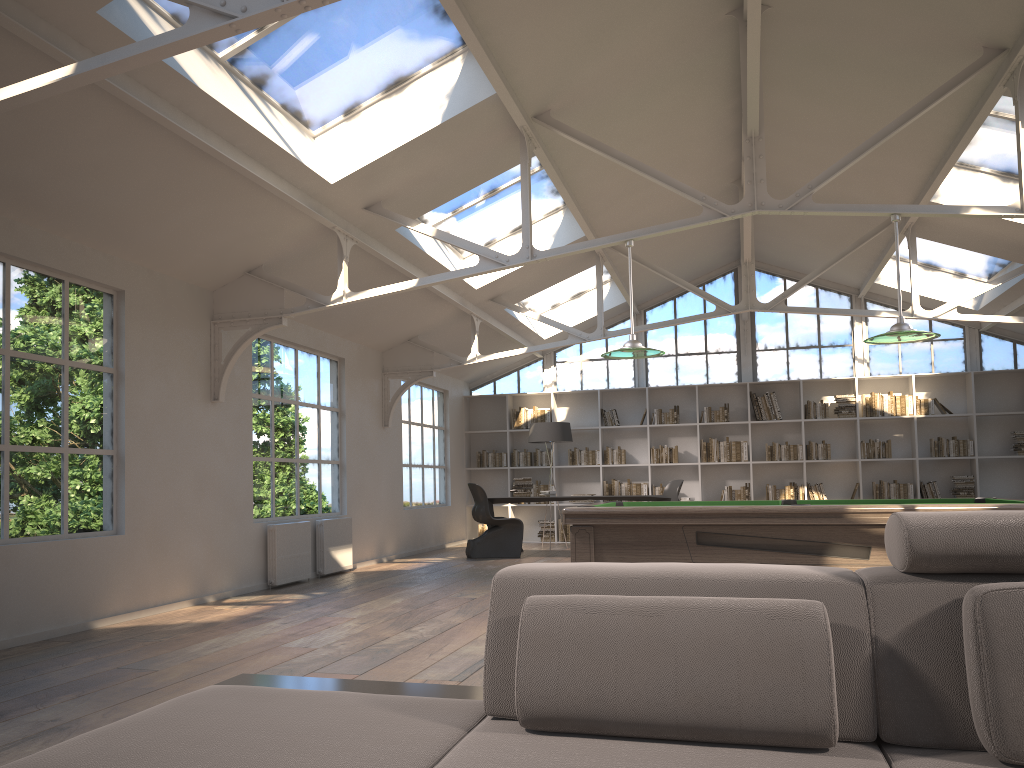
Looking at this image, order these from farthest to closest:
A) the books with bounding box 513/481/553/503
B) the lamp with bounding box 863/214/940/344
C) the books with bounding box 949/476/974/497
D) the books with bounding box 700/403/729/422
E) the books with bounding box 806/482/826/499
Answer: the books with bounding box 513/481/553/503 < the books with bounding box 700/403/729/422 < the books with bounding box 806/482/826/499 < the books with bounding box 949/476/974/497 < the lamp with bounding box 863/214/940/344

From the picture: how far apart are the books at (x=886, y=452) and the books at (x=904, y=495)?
0.39m

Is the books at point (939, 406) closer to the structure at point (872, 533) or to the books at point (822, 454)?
the books at point (822, 454)

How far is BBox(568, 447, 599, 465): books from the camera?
13.49m

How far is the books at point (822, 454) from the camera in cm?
1269

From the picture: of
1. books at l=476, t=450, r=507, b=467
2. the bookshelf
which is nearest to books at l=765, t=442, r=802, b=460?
the bookshelf

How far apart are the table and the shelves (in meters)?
8.96

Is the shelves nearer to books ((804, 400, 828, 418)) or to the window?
books ((804, 400, 828, 418))

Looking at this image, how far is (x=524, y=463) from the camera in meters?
13.7

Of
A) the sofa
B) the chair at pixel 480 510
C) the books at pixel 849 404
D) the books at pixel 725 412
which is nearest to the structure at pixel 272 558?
the chair at pixel 480 510
